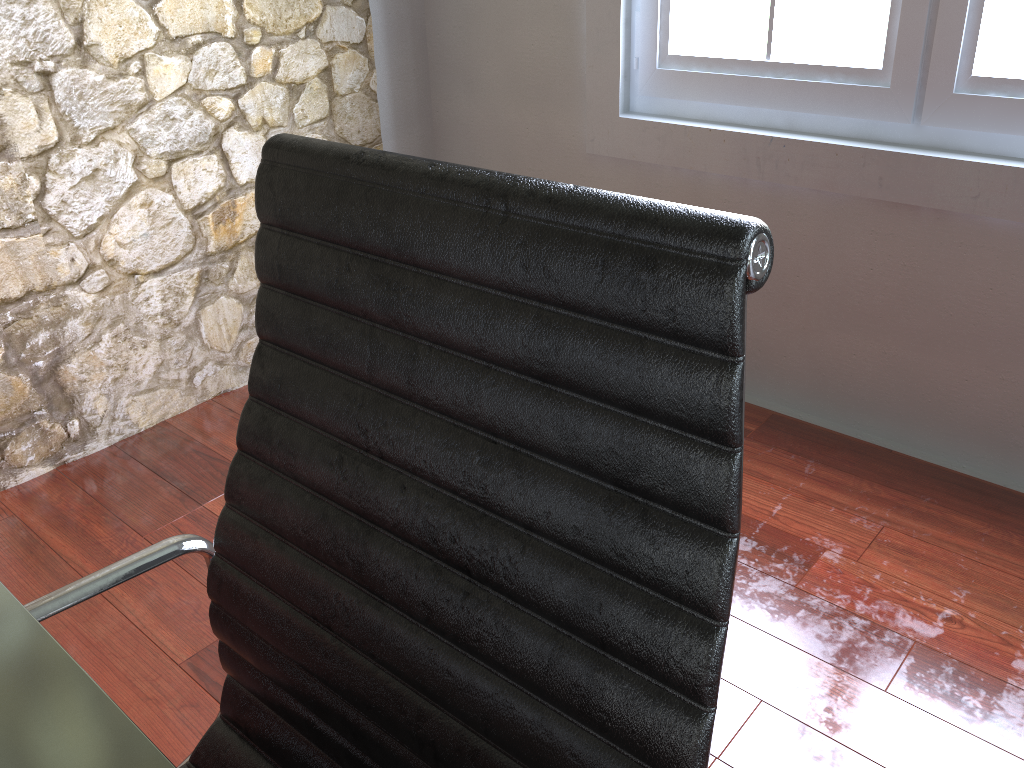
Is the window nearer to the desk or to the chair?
the chair

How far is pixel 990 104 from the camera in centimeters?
181cm

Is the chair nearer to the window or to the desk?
the desk

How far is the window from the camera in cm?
181

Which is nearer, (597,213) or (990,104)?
(597,213)

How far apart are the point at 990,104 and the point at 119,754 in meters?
1.9 m

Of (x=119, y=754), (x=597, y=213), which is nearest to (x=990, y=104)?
(x=597, y=213)

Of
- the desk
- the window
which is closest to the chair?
the desk

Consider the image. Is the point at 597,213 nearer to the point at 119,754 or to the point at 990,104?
the point at 119,754

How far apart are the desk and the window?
1.91m
